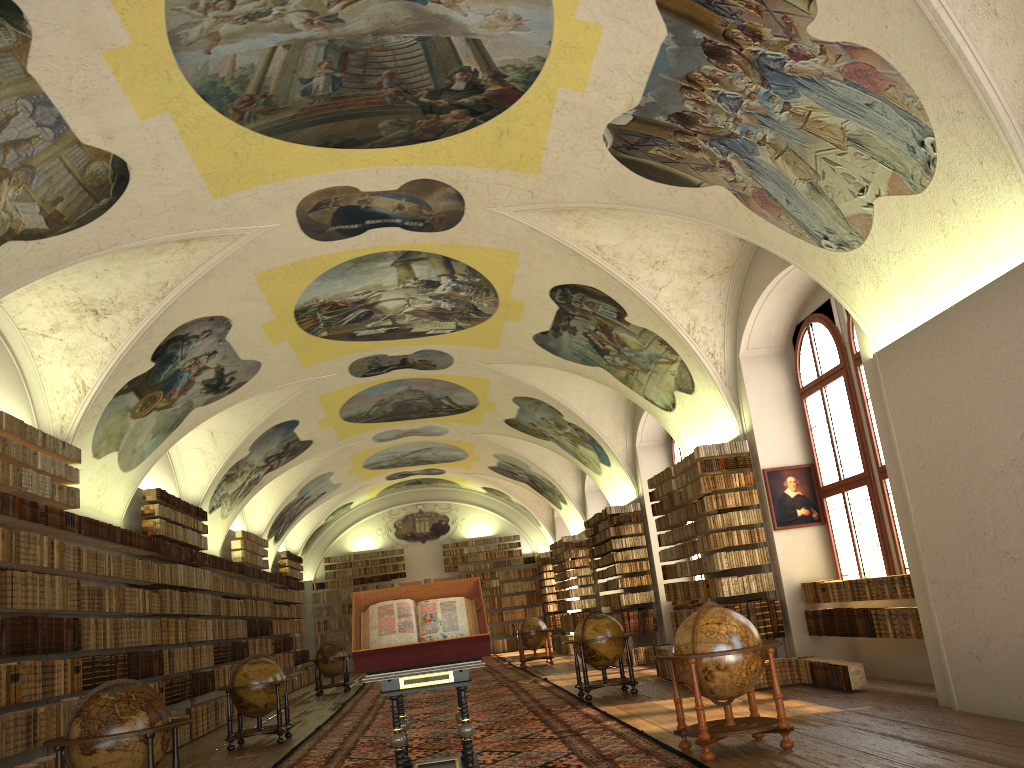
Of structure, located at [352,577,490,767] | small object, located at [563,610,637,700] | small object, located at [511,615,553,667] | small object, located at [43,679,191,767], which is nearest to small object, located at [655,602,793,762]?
structure, located at [352,577,490,767]

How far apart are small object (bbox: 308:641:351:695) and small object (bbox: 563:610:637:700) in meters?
11.3 m

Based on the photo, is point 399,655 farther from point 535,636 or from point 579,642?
point 535,636

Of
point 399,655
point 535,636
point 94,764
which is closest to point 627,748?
point 399,655

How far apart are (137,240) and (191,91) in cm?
281

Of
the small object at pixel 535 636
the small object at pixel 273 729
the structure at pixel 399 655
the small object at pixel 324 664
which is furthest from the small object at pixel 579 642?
the small object at pixel 324 664

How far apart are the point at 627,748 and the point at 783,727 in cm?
184

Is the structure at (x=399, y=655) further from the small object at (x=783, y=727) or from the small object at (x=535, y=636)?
the small object at (x=535, y=636)

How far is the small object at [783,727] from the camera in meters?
8.4 m

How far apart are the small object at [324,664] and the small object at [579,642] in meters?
11.3 m
